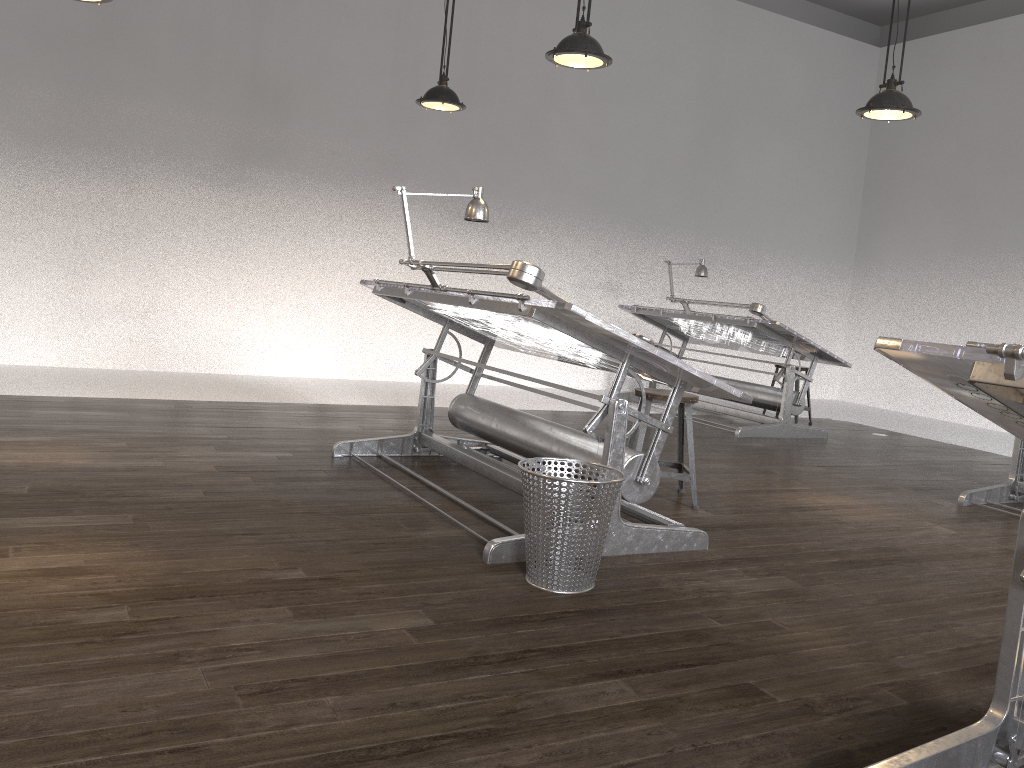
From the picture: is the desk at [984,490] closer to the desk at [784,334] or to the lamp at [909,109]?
the desk at [784,334]

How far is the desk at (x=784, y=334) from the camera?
6.85m

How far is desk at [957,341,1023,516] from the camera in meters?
5.0 m

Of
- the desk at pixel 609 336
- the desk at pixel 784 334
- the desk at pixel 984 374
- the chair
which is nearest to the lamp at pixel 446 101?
the desk at pixel 609 336

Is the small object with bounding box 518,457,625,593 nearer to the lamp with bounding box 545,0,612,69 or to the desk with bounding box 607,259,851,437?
the lamp with bounding box 545,0,612,69

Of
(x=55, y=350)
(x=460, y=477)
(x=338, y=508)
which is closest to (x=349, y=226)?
(x=55, y=350)

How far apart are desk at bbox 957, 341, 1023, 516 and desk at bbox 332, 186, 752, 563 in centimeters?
226cm

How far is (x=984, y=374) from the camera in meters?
1.6 m

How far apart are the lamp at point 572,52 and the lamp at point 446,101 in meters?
1.3 m

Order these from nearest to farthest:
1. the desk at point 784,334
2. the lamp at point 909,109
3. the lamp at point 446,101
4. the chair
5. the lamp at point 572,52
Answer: the lamp at point 572,52
the chair
the lamp at point 909,109
the lamp at point 446,101
the desk at point 784,334
